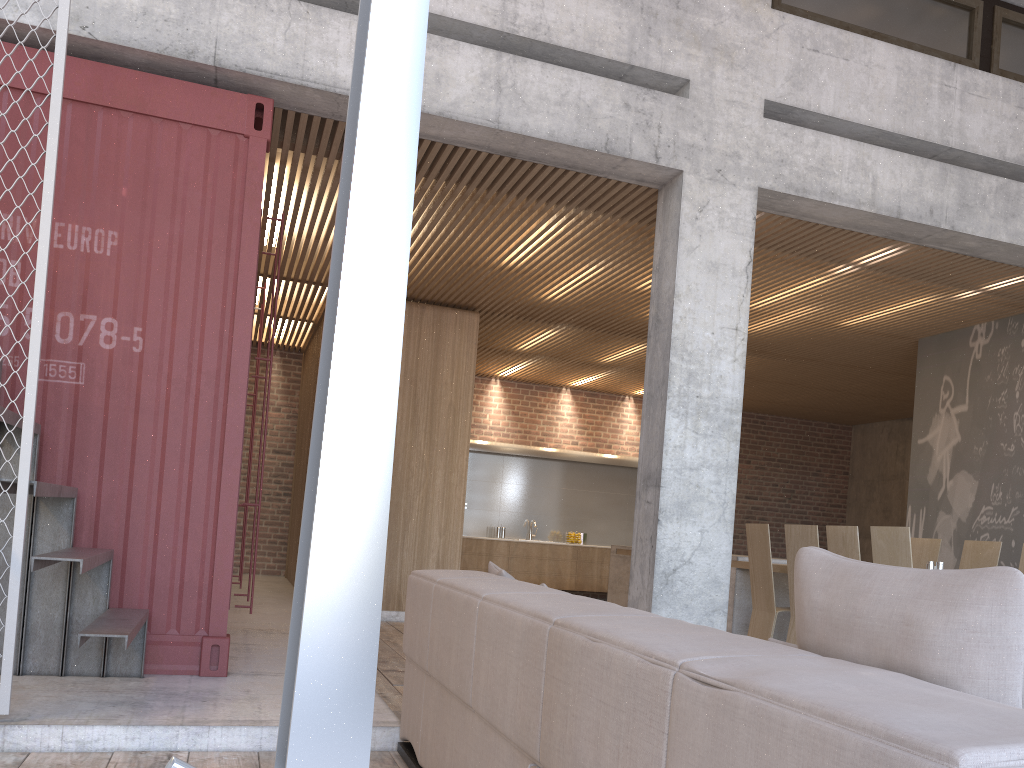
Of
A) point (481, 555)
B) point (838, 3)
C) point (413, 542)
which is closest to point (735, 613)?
point (413, 542)

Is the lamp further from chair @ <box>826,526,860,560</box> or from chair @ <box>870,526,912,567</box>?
chair @ <box>826,526,860,560</box>

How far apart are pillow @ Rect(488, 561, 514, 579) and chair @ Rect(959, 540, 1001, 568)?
4.7m

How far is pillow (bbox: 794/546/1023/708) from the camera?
1.3m

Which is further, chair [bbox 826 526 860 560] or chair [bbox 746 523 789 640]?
chair [bbox 746 523 789 640]

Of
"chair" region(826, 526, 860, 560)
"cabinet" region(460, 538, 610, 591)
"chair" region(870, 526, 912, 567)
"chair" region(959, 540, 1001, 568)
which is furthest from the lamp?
"cabinet" region(460, 538, 610, 591)

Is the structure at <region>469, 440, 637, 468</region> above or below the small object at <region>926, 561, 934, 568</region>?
above

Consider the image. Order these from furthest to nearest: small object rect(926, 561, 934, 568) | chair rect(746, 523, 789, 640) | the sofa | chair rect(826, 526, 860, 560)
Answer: chair rect(746, 523, 789, 640) < small object rect(926, 561, 934, 568) < chair rect(826, 526, 860, 560) < the sofa

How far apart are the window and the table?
3.9 meters

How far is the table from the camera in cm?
731
